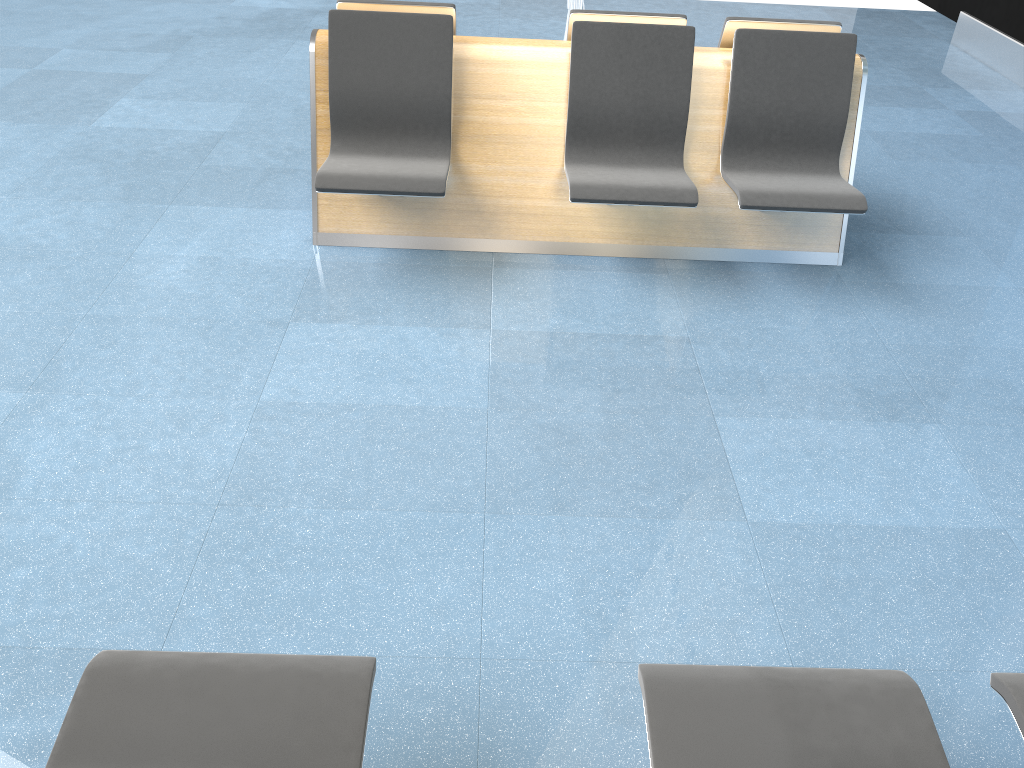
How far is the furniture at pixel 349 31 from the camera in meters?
3.5 m

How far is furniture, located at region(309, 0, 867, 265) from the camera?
3.5 meters

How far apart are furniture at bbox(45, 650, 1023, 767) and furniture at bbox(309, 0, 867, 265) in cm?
213

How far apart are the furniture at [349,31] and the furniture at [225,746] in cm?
213

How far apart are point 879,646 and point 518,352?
1.5m

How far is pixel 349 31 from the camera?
3.50m

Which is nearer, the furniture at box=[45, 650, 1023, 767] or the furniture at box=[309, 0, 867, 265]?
the furniture at box=[45, 650, 1023, 767]

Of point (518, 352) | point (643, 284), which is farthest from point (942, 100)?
point (518, 352)

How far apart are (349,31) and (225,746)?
2.87m

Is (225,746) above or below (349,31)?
below
